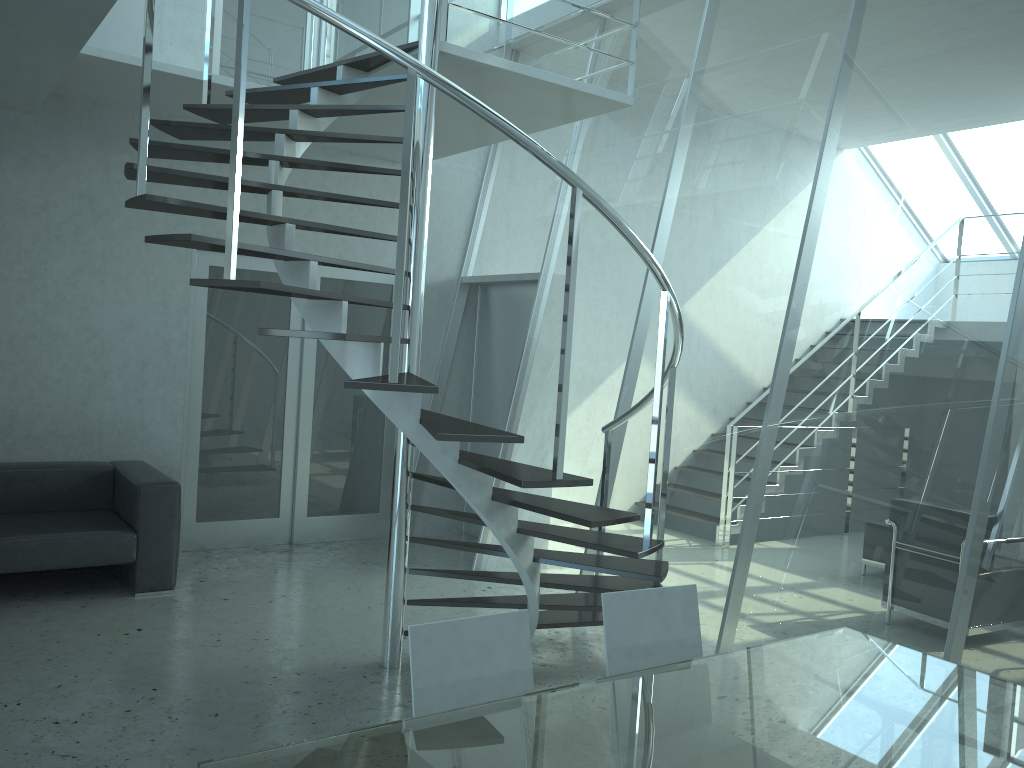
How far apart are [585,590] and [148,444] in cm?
337

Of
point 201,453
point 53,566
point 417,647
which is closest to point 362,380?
point 417,647

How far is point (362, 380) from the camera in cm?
305

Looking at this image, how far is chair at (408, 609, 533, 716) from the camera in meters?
2.2 m

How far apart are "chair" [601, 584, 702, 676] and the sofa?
3.37m

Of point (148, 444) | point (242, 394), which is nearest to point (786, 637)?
point (242, 394)

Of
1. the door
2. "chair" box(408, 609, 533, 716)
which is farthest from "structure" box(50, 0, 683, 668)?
the door

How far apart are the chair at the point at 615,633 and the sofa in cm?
337

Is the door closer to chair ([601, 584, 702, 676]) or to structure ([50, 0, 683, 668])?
structure ([50, 0, 683, 668])

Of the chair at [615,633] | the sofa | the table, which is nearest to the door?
the sofa
